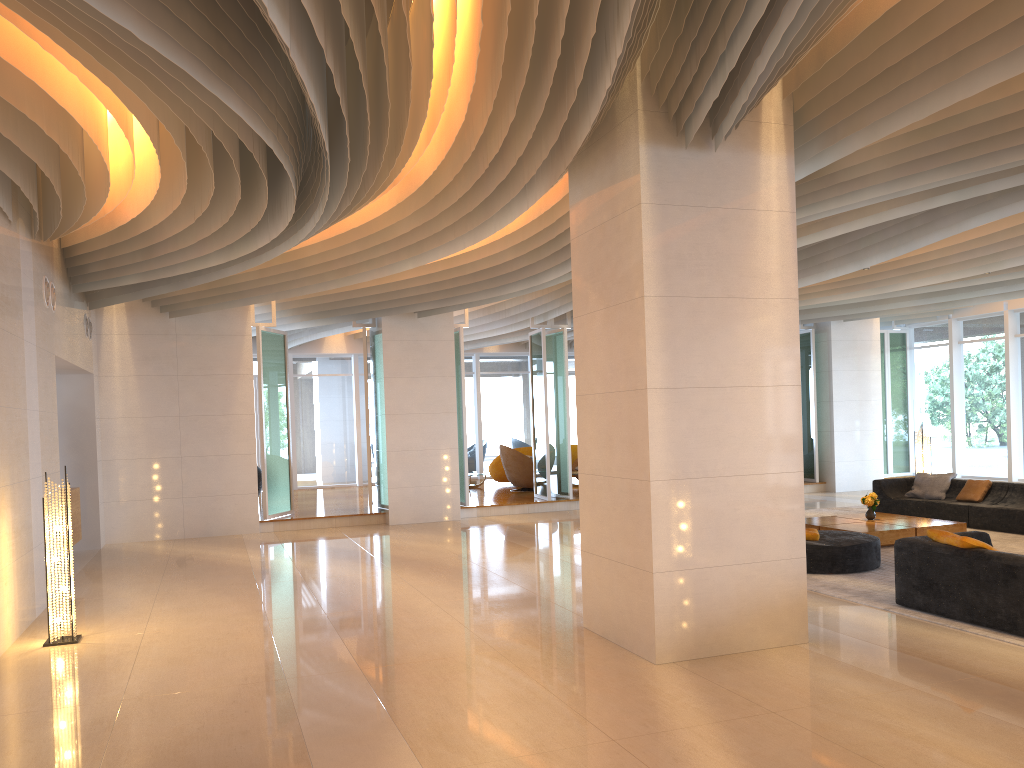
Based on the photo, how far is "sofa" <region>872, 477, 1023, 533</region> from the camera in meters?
11.6 m

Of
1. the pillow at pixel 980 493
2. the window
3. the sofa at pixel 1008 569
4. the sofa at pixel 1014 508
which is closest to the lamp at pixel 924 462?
the sofa at pixel 1014 508

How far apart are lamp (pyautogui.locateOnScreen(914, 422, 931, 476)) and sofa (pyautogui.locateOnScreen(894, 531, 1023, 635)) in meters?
7.3 m

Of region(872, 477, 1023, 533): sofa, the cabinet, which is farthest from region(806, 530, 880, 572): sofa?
the cabinet

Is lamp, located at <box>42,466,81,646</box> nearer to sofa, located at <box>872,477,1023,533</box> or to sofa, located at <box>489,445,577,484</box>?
sofa, located at <box>872,477,1023,533</box>

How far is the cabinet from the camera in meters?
10.8

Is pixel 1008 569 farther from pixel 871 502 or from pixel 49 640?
pixel 49 640

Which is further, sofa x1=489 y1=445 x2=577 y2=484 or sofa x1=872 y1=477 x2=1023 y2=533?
sofa x1=489 y1=445 x2=577 y2=484

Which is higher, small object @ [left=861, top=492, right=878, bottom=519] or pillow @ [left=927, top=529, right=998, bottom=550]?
pillow @ [left=927, top=529, right=998, bottom=550]

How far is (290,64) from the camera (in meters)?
5.71
